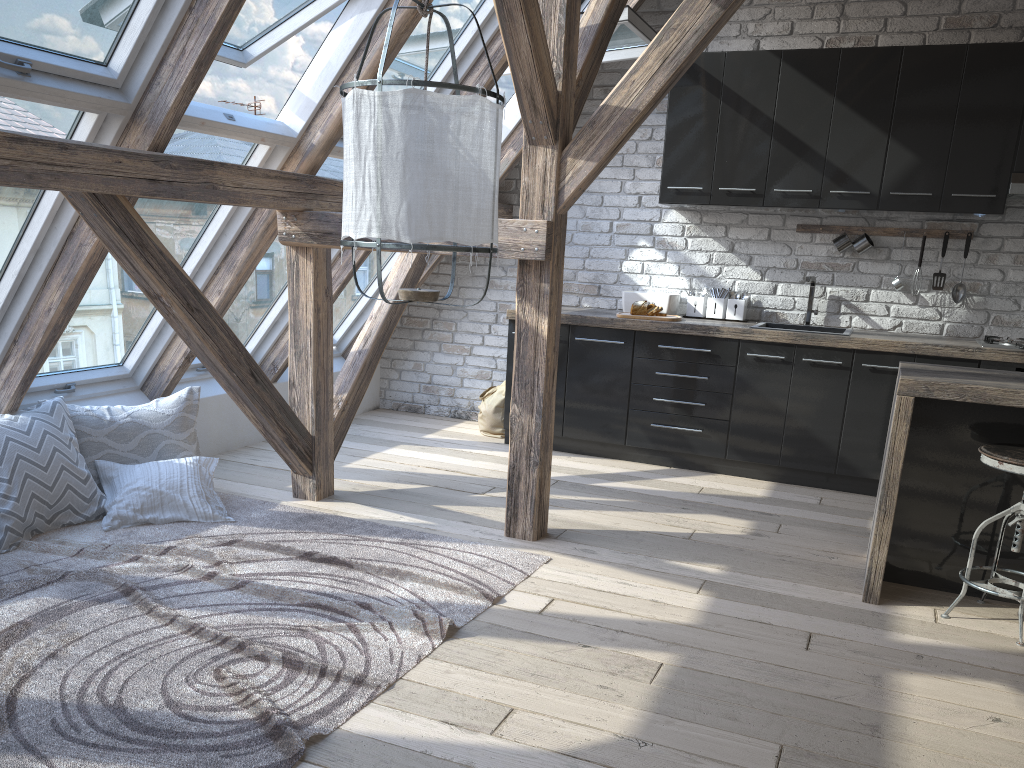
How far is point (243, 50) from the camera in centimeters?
392cm

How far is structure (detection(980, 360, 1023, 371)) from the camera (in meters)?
4.42

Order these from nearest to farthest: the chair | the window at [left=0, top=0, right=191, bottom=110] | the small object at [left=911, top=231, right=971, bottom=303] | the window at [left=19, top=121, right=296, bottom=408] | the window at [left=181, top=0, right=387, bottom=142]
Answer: the window at [left=0, top=0, right=191, bottom=110] < the chair < the window at [left=181, top=0, right=387, bottom=142] < the window at [left=19, top=121, right=296, bottom=408] < the small object at [left=911, top=231, right=971, bottom=303]

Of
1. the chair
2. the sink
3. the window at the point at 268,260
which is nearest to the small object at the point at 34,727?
the window at the point at 268,260

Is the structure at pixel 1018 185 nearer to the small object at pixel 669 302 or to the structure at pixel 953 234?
the structure at pixel 953 234

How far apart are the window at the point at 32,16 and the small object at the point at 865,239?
3.8 meters

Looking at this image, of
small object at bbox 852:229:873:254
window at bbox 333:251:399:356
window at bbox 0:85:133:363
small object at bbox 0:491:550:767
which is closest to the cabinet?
small object at bbox 852:229:873:254

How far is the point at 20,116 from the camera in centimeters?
293cm

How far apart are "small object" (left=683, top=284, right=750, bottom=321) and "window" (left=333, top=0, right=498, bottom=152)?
1.94m

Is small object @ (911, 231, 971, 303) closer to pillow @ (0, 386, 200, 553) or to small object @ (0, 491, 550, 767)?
small object @ (0, 491, 550, 767)
